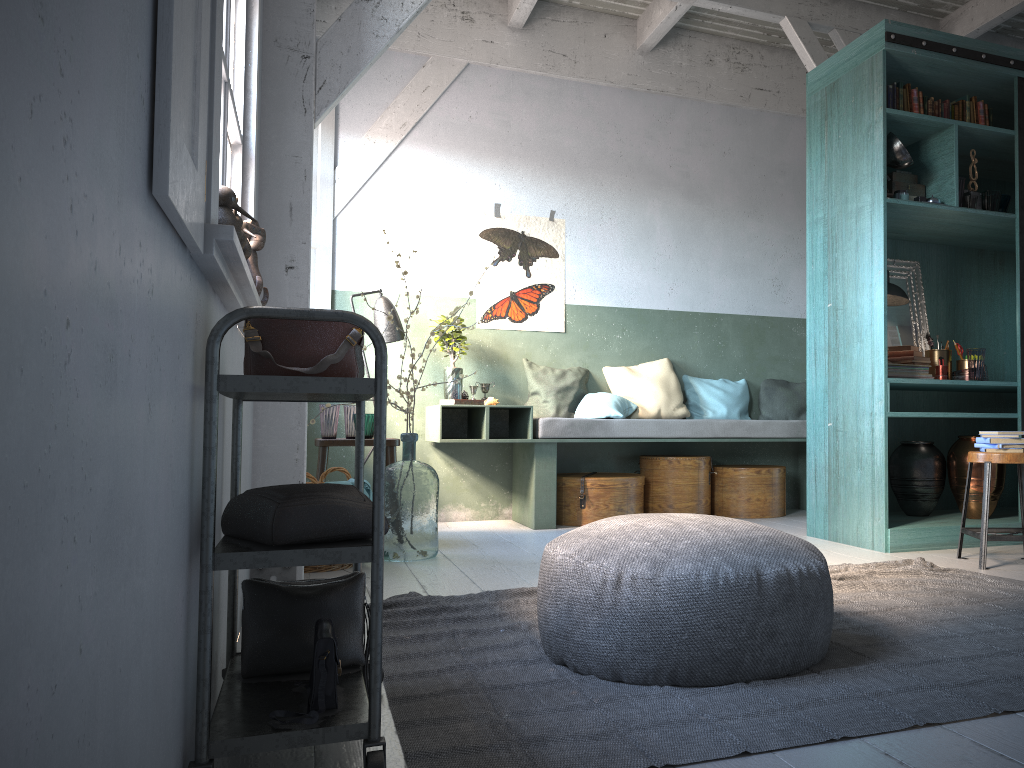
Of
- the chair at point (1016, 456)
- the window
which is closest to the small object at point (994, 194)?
the chair at point (1016, 456)

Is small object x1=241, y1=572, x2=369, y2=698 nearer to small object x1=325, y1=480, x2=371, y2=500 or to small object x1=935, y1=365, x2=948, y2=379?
small object x1=325, y1=480, x2=371, y2=500

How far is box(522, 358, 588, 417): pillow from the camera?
7.22m

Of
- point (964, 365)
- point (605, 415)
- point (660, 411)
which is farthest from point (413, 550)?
point (964, 365)

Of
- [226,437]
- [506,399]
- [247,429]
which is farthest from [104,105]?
[506,399]

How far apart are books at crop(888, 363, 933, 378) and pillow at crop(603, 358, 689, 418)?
2.1 meters

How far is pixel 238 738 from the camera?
1.9 meters

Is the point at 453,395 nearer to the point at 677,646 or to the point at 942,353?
the point at 942,353

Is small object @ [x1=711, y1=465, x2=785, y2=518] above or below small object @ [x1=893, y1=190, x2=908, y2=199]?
below

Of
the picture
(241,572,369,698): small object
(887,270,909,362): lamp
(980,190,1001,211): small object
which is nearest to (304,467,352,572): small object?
(241,572,369,698): small object
